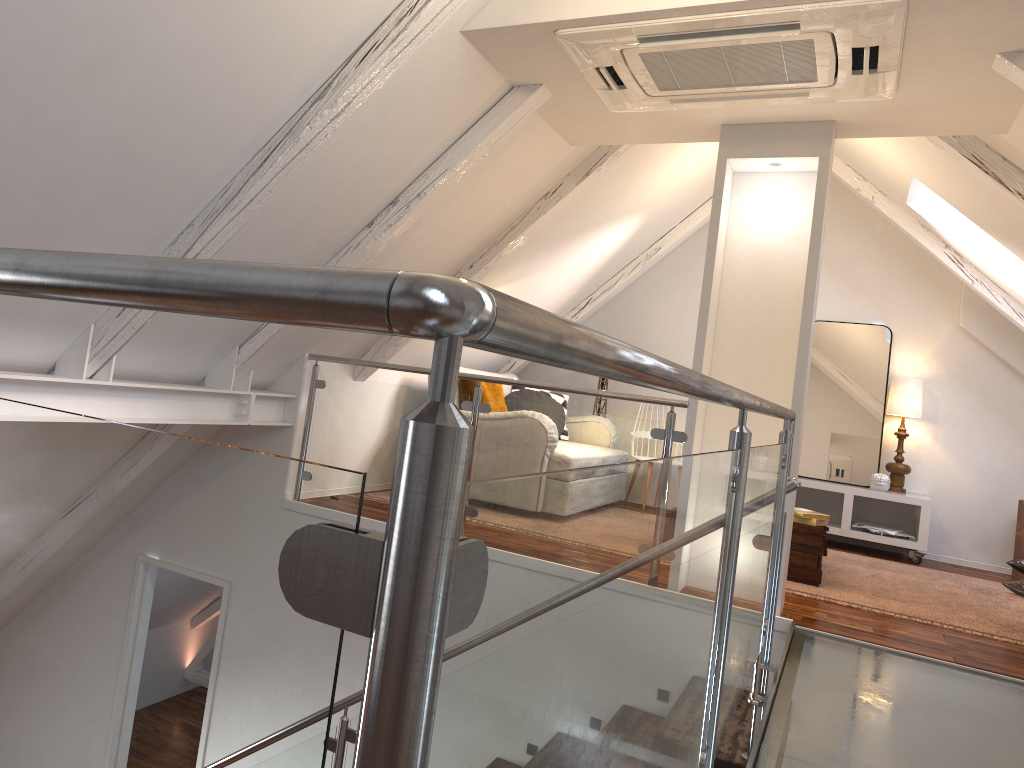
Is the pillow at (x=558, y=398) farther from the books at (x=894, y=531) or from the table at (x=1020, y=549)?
the table at (x=1020, y=549)

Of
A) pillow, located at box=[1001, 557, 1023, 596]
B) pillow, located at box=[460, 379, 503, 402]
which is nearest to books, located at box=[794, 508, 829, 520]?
pillow, located at box=[1001, 557, 1023, 596]

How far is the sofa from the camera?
6.0m

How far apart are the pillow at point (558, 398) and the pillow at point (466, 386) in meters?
0.9 m

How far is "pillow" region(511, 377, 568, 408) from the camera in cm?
622

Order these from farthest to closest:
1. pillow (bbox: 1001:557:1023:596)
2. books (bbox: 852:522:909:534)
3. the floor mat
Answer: books (bbox: 852:522:909:534) → pillow (bbox: 1001:557:1023:596) → the floor mat

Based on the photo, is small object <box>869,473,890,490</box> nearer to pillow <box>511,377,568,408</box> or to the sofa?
pillow <box>511,377,568,408</box>

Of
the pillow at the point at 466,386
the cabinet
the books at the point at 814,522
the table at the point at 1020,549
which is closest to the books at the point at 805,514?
the books at the point at 814,522

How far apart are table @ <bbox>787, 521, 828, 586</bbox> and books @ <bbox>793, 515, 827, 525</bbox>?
0.0 meters

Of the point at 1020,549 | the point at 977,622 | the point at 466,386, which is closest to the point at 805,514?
the point at 977,622
